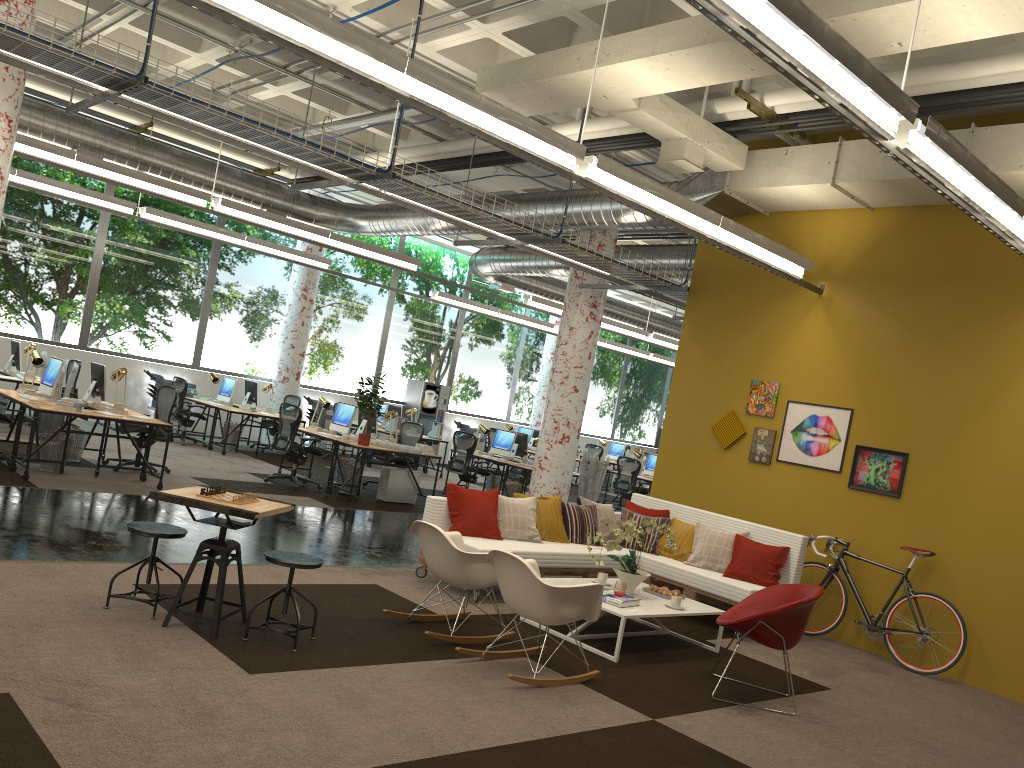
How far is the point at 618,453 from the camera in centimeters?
2205cm

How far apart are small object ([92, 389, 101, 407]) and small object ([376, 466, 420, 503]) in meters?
3.7 m

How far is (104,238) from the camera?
15.34m

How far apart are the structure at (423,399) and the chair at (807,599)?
Answer: 13.9 meters

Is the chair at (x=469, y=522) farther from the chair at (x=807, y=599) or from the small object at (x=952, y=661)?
the small object at (x=952, y=661)

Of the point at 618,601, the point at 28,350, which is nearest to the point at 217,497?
the point at 618,601

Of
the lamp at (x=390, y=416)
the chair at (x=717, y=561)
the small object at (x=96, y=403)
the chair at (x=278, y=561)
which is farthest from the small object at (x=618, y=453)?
the chair at (x=278, y=561)

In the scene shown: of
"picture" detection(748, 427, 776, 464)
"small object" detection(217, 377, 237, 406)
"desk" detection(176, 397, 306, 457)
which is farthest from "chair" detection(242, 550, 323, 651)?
"small object" detection(217, 377, 237, 406)

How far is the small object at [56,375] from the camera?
9.6 meters

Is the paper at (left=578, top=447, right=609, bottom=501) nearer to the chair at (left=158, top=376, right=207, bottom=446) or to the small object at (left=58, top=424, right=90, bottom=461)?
the chair at (left=158, top=376, right=207, bottom=446)
